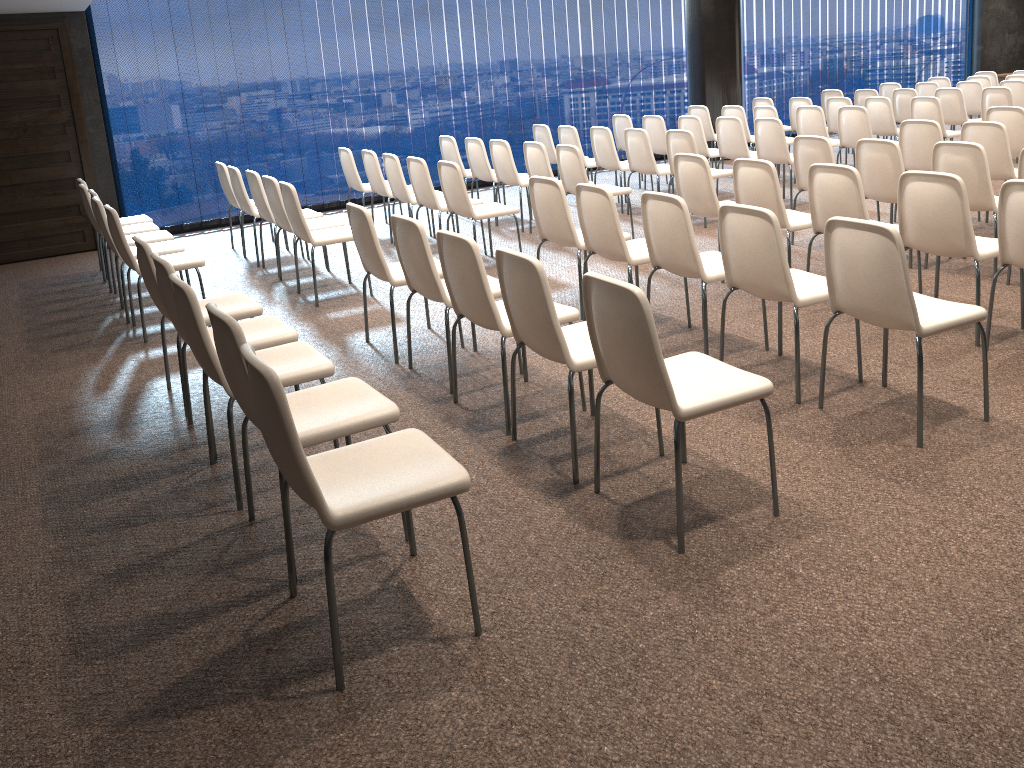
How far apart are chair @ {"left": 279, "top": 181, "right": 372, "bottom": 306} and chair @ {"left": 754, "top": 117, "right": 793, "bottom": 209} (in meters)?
4.22

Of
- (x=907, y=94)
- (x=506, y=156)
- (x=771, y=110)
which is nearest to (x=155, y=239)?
(x=506, y=156)

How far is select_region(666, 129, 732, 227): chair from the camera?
7.7m

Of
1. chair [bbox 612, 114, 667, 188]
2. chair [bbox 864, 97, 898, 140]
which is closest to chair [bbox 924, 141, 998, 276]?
chair [bbox 864, 97, 898, 140]

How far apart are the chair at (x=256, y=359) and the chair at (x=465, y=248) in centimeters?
106cm

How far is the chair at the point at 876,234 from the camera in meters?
3.4 m

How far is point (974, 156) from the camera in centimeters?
543cm

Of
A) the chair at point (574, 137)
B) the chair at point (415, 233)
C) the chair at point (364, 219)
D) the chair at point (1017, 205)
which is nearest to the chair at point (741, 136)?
the chair at point (574, 137)

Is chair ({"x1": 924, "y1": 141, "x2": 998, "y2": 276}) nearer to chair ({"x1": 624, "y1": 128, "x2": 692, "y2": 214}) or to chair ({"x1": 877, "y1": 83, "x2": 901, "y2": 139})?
chair ({"x1": 624, "y1": 128, "x2": 692, "y2": 214})

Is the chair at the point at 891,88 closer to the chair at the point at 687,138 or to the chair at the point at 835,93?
the chair at the point at 835,93
